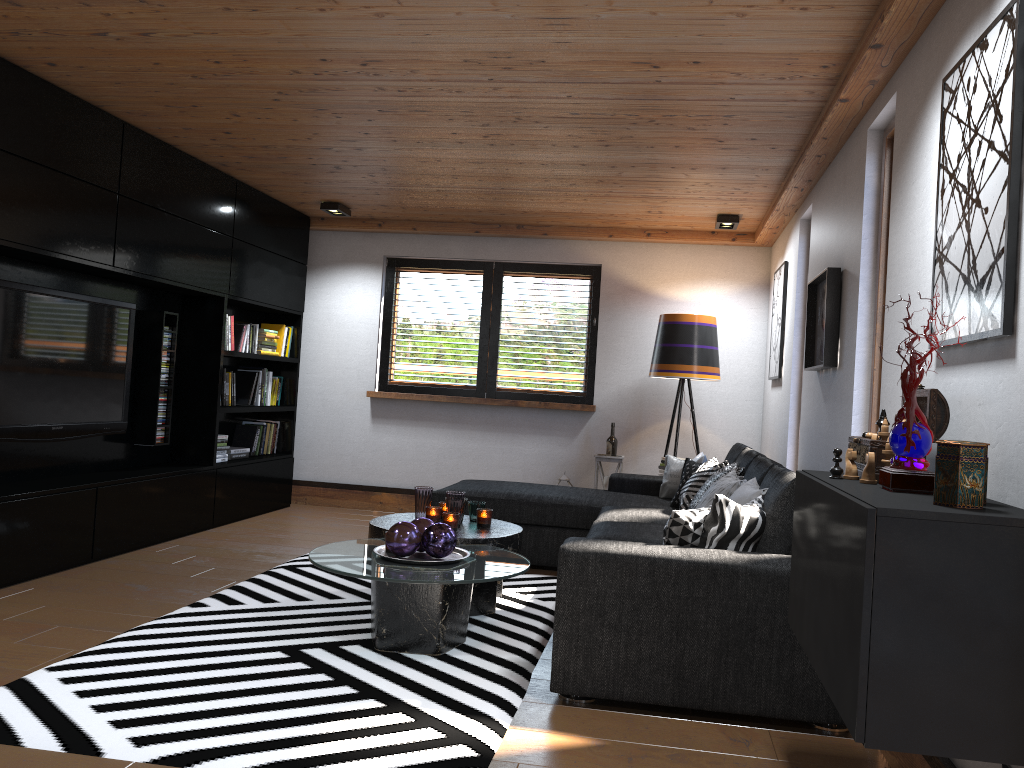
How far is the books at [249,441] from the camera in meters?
6.9 m

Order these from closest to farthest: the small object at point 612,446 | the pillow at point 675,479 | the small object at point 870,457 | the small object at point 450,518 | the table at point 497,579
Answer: the small object at point 870,457 → the table at point 497,579 → the small object at point 450,518 → the pillow at point 675,479 → the small object at point 612,446

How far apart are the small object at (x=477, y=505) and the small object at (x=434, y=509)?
0.22m

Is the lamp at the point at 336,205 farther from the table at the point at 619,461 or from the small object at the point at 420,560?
the small object at the point at 420,560

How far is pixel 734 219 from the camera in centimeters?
616cm

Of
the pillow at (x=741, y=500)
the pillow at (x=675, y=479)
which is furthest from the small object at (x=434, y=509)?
the pillow at (x=675, y=479)

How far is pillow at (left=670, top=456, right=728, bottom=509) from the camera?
4.81m

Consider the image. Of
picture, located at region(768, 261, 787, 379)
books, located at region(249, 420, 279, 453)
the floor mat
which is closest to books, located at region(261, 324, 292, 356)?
books, located at region(249, 420, 279, 453)

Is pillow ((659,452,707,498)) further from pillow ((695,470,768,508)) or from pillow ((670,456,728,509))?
pillow ((695,470,768,508))

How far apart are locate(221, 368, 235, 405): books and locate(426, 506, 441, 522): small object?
2.7m
